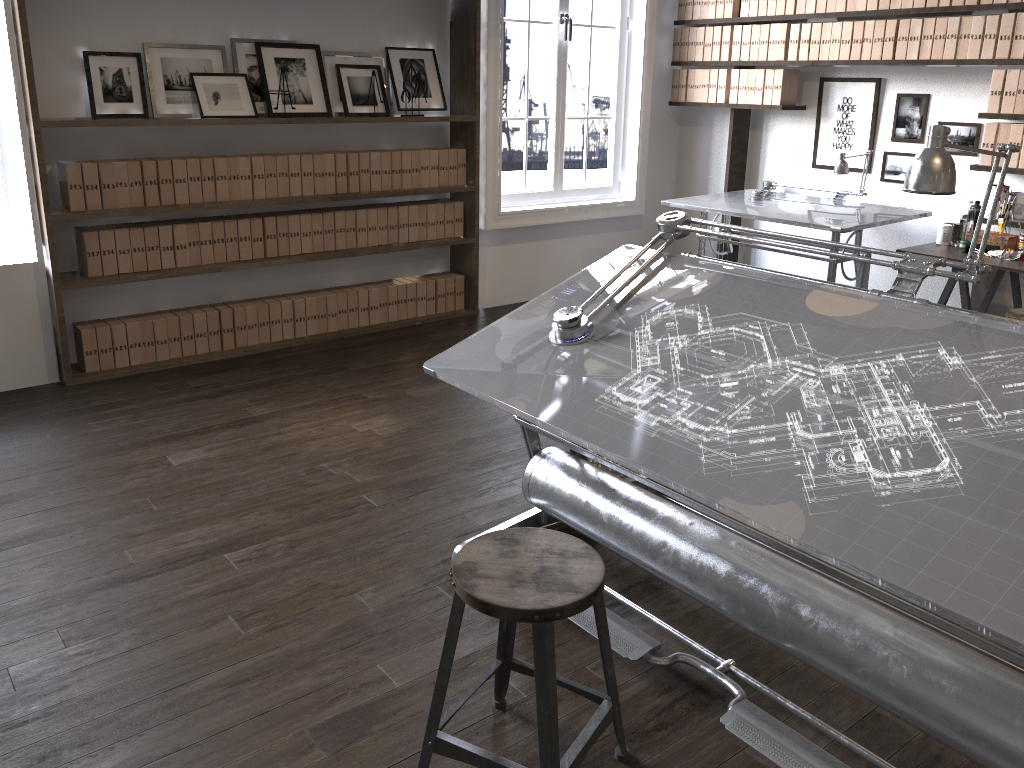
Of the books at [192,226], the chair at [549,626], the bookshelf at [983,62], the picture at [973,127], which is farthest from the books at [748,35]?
the chair at [549,626]

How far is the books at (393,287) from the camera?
5.4 meters

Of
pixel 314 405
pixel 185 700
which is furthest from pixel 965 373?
pixel 314 405

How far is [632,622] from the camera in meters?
2.5

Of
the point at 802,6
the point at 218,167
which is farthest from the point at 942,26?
the point at 218,167

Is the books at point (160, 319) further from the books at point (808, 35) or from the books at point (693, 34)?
the books at point (808, 35)

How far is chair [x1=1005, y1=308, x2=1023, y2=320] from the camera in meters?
3.9 m

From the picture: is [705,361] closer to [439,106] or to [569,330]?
[569,330]

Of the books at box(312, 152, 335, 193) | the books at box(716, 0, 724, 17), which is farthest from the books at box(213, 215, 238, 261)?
the books at box(716, 0, 724, 17)

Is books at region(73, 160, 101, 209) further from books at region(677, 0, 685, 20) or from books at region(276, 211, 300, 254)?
books at region(677, 0, 685, 20)
